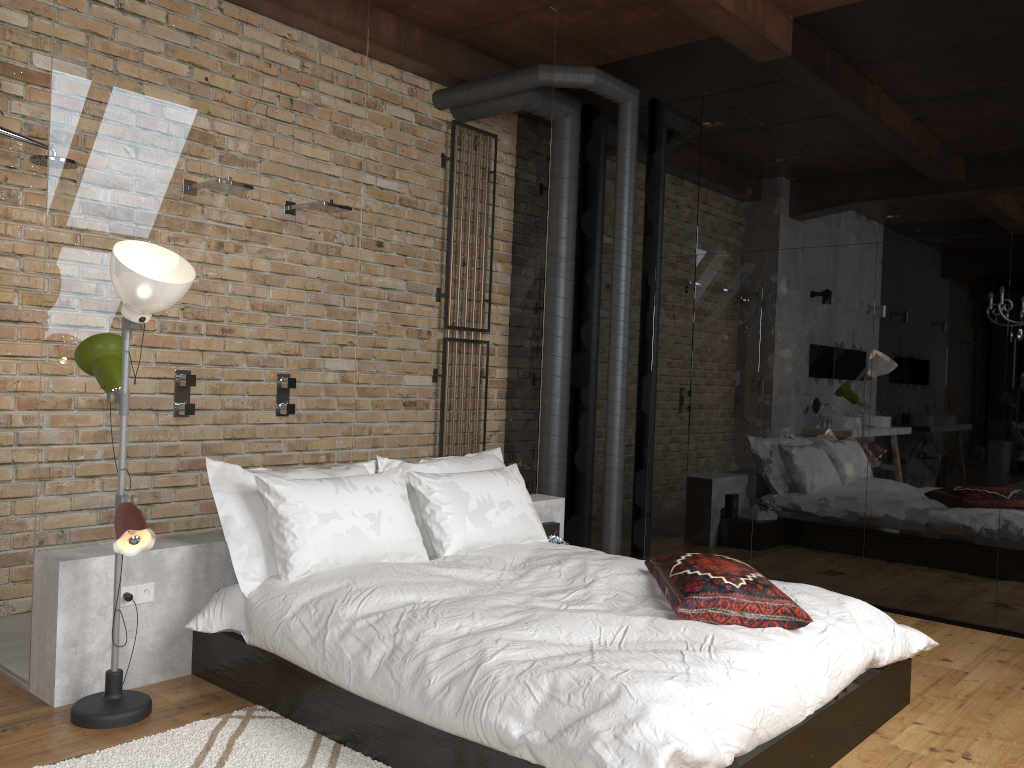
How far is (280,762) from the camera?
2.6 meters

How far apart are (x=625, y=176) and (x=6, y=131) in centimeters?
347cm

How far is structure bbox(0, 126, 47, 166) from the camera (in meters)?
3.78

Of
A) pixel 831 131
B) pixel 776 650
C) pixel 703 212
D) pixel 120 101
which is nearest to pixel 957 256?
pixel 831 131

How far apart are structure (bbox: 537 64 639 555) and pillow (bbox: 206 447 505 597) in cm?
125

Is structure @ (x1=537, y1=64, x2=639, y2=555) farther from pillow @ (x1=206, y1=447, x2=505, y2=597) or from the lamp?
the lamp

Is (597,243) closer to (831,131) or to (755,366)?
(755,366)

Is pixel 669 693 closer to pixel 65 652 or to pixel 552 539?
pixel 65 652

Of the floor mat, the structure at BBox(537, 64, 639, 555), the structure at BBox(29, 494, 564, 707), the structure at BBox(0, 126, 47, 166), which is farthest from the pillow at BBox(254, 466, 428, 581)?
the structure at BBox(537, 64, 639, 555)

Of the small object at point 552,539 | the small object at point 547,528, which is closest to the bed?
the small object at point 552,539
